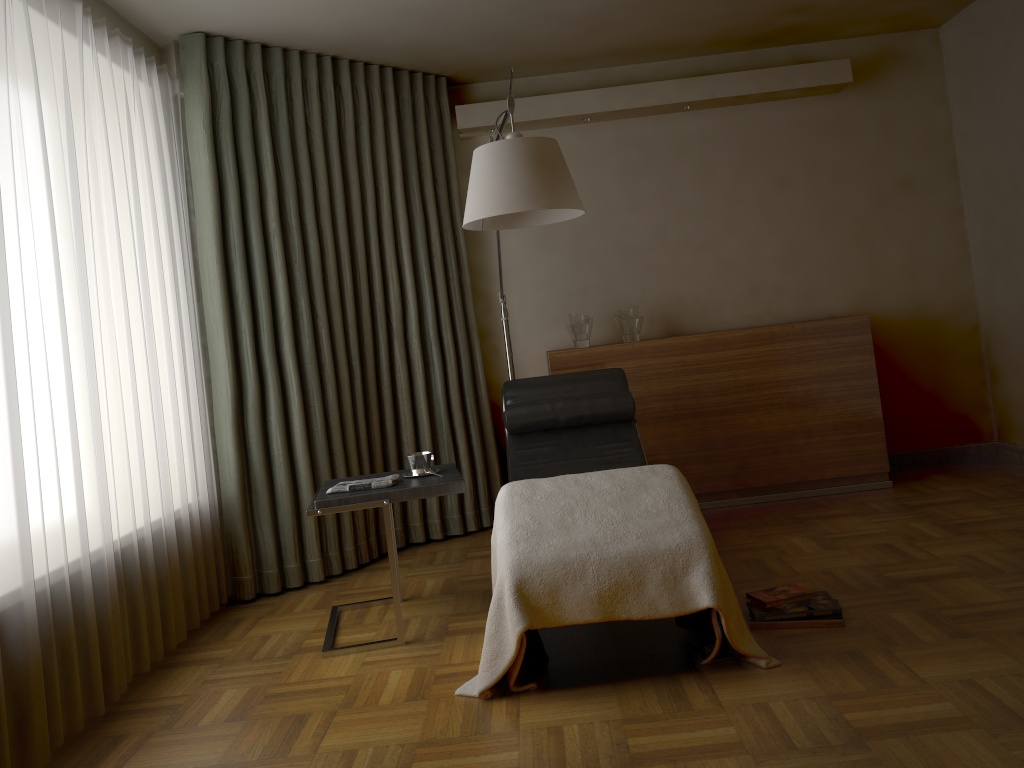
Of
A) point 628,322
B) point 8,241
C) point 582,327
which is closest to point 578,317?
point 582,327

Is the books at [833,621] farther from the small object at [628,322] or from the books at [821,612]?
the small object at [628,322]

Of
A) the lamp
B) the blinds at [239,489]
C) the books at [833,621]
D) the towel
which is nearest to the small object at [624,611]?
the books at [833,621]

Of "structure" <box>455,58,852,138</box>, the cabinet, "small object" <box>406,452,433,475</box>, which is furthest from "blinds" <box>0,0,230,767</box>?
the cabinet

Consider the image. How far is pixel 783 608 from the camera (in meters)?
2.82

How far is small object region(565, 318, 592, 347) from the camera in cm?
468

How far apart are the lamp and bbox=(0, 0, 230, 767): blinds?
1.2m

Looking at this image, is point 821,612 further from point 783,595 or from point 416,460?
point 416,460

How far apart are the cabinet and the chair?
0.5m

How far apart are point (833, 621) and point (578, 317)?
2.3m
